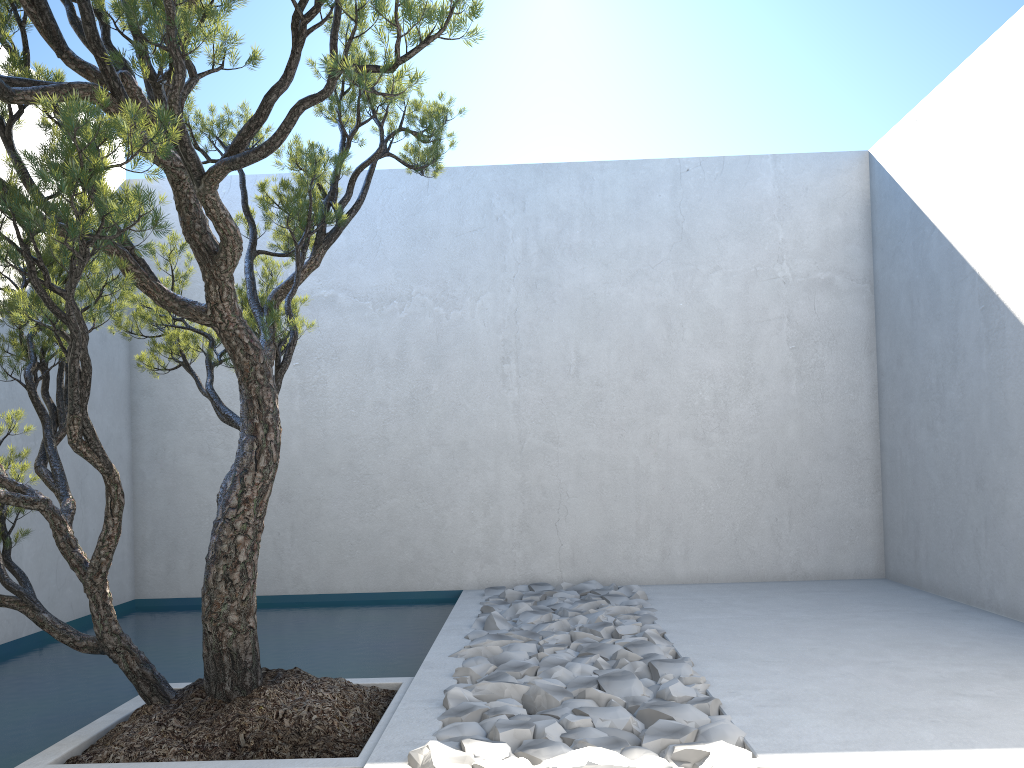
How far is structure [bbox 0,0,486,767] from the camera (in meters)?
2.08

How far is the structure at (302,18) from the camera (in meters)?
2.08

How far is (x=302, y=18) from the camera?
2.1 meters

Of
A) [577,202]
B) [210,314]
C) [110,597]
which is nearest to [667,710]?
[110,597]
